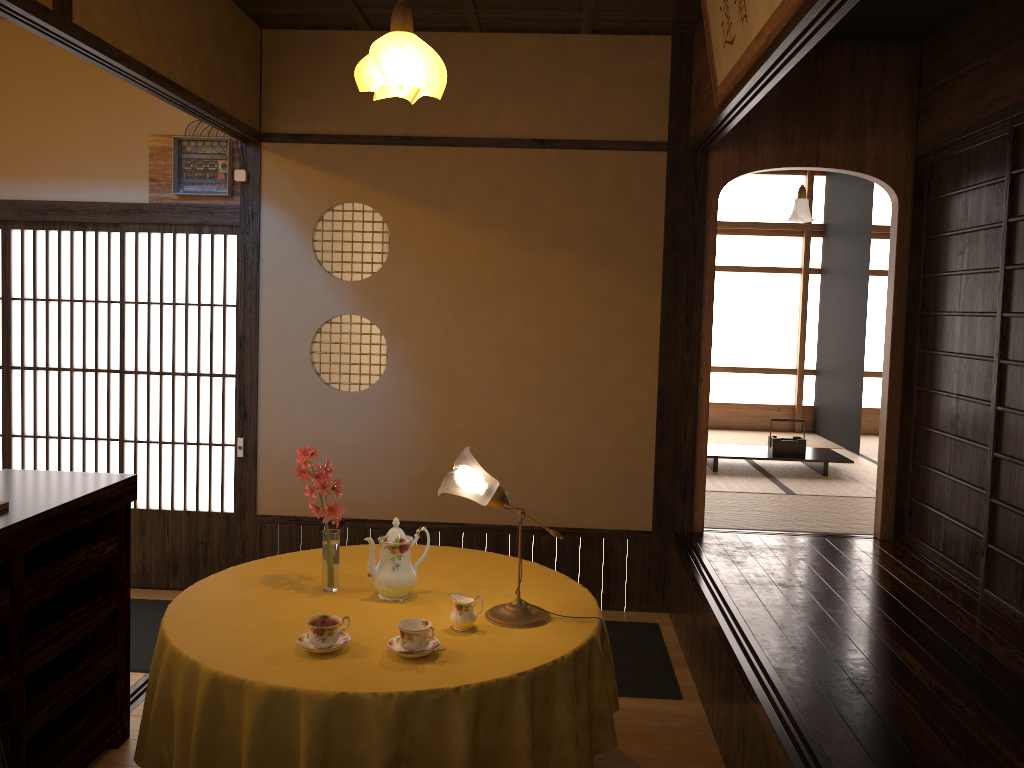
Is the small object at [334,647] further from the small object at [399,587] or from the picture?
the picture

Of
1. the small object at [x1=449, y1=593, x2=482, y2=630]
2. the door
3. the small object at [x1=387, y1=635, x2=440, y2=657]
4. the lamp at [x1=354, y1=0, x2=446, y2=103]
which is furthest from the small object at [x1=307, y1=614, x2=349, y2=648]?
the door

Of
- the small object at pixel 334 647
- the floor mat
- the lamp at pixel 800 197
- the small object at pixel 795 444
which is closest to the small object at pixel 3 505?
the small object at pixel 334 647

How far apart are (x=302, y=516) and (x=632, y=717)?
2.16m

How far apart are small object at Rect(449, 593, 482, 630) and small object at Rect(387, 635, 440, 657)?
0.13m

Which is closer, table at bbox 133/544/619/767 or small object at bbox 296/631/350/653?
table at bbox 133/544/619/767

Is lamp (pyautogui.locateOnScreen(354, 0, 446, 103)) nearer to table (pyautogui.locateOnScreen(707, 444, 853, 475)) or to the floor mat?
the floor mat

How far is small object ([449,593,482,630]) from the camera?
2.5 meters

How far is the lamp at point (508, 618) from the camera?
2.60m

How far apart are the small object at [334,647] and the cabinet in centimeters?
85cm
